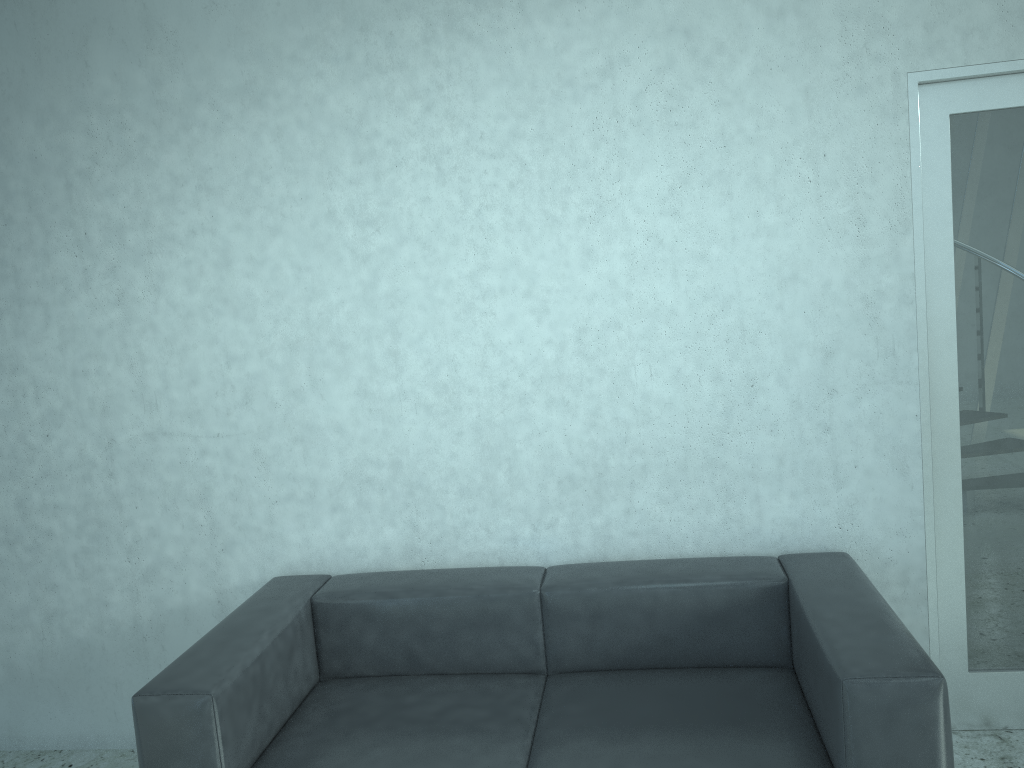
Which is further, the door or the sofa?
the door

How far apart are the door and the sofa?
0.4 meters

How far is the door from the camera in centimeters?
274cm

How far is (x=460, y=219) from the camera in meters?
2.9 m

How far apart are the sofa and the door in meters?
0.4 m

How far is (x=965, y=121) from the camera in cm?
274

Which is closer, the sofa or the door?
the sofa

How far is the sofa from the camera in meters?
2.2 m
